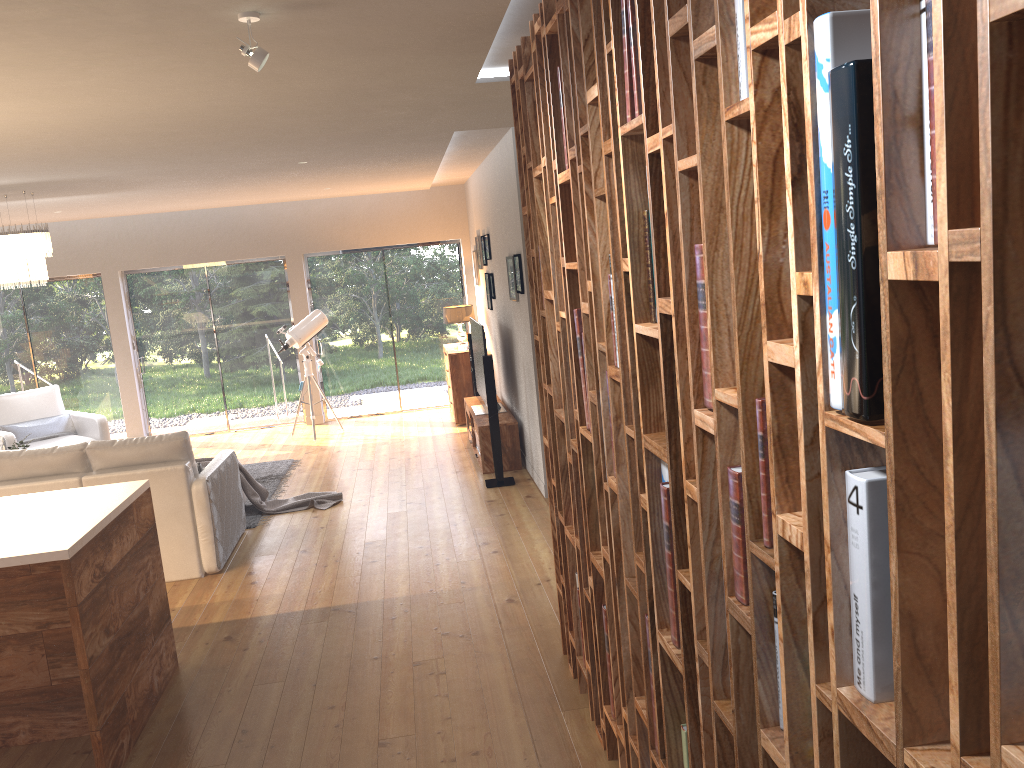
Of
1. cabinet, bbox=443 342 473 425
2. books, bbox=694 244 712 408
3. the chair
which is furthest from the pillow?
books, bbox=694 244 712 408

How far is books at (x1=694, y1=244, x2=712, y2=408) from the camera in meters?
1.7

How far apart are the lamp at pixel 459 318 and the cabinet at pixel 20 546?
6.0m

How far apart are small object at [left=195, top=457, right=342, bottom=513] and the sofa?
0.1 meters

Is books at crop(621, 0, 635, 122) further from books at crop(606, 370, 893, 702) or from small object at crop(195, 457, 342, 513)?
small object at crop(195, 457, 342, 513)

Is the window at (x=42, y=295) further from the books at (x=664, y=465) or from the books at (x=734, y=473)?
the books at (x=734, y=473)

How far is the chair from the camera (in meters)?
9.12

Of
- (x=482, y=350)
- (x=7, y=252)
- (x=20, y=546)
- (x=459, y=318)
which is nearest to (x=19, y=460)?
(x=7, y=252)

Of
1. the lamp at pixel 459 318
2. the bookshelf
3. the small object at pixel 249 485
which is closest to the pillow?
the small object at pixel 249 485

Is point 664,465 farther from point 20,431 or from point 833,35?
point 20,431
